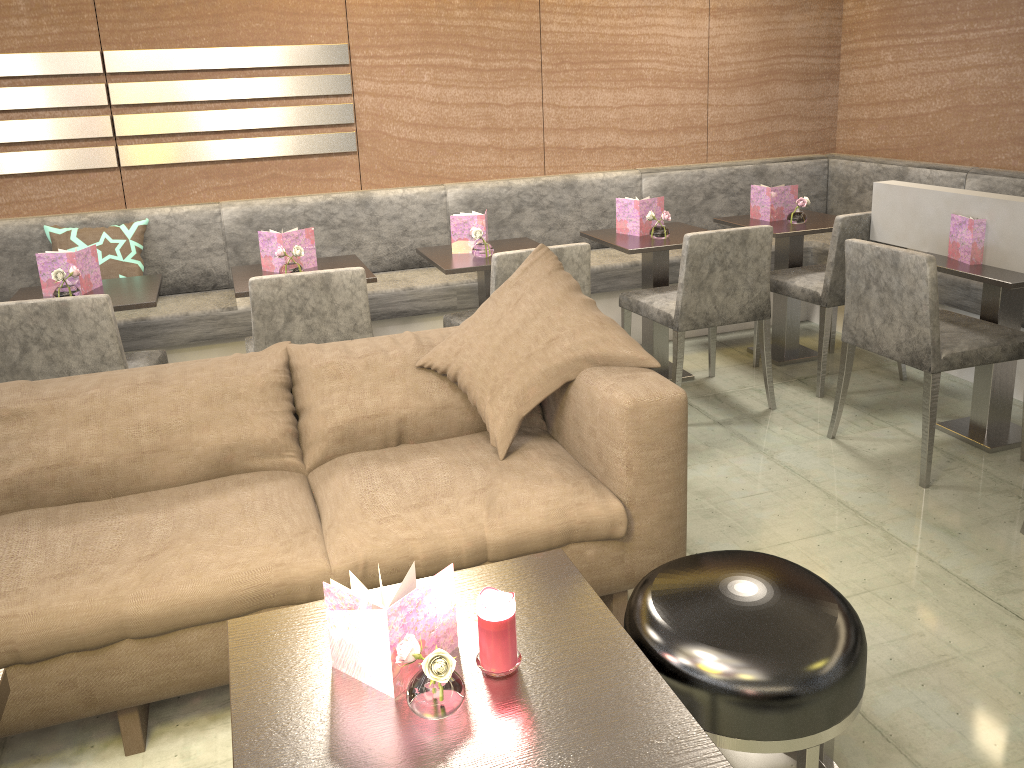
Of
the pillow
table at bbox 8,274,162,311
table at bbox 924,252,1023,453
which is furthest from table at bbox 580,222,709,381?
table at bbox 8,274,162,311

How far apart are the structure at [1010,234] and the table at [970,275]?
0.04m

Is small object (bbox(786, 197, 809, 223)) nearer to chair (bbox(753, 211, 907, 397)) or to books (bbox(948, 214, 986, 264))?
chair (bbox(753, 211, 907, 397))

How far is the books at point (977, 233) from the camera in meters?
3.0 m

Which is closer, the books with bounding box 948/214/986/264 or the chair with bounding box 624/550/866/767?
the chair with bounding box 624/550/866/767

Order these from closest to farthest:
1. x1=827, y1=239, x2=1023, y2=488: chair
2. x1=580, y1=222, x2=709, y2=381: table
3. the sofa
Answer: Answer: the sofa
x1=827, y1=239, x2=1023, y2=488: chair
x1=580, y1=222, x2=709, y2=381: table

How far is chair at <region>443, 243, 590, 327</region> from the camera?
3.04m

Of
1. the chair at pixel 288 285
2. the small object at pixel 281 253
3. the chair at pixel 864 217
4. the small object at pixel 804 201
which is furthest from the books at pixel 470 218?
the small object at pixel 804 201

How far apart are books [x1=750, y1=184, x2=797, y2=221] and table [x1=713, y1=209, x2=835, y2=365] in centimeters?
3cm

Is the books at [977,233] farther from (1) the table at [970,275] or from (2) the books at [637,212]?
(2) the books at [637,212]
